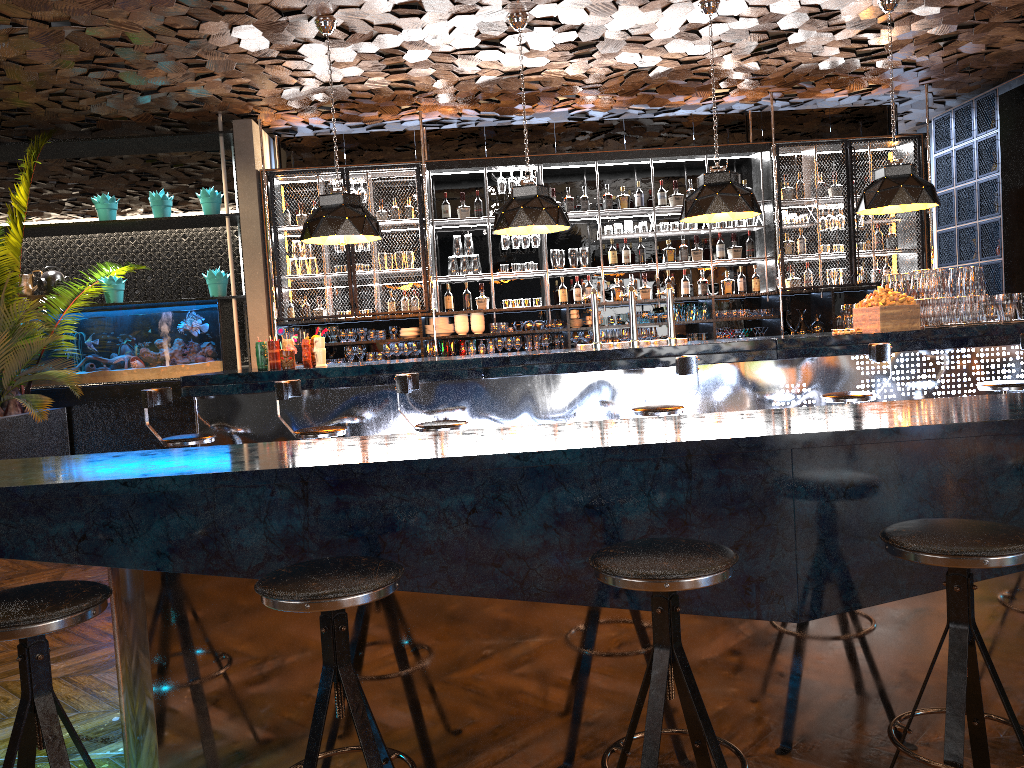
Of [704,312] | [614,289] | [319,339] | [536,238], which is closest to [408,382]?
[319,339]

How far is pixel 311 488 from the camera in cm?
229

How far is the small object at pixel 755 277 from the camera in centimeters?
923cm

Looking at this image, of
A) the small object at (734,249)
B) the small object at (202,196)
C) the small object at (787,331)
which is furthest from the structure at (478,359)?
the small object at (202,196)

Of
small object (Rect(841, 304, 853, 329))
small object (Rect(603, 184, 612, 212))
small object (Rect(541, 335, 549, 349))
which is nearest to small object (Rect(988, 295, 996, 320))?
small object (Rect(841, 304, 853, 329))

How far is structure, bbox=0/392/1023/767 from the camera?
2.29m

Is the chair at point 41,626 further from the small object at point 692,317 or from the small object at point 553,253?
the small object at point 692,317

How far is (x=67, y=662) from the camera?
3.9m

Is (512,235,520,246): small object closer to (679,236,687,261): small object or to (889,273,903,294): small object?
(679,236,687,261): small object

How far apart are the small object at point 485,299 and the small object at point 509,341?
0.5 meters
